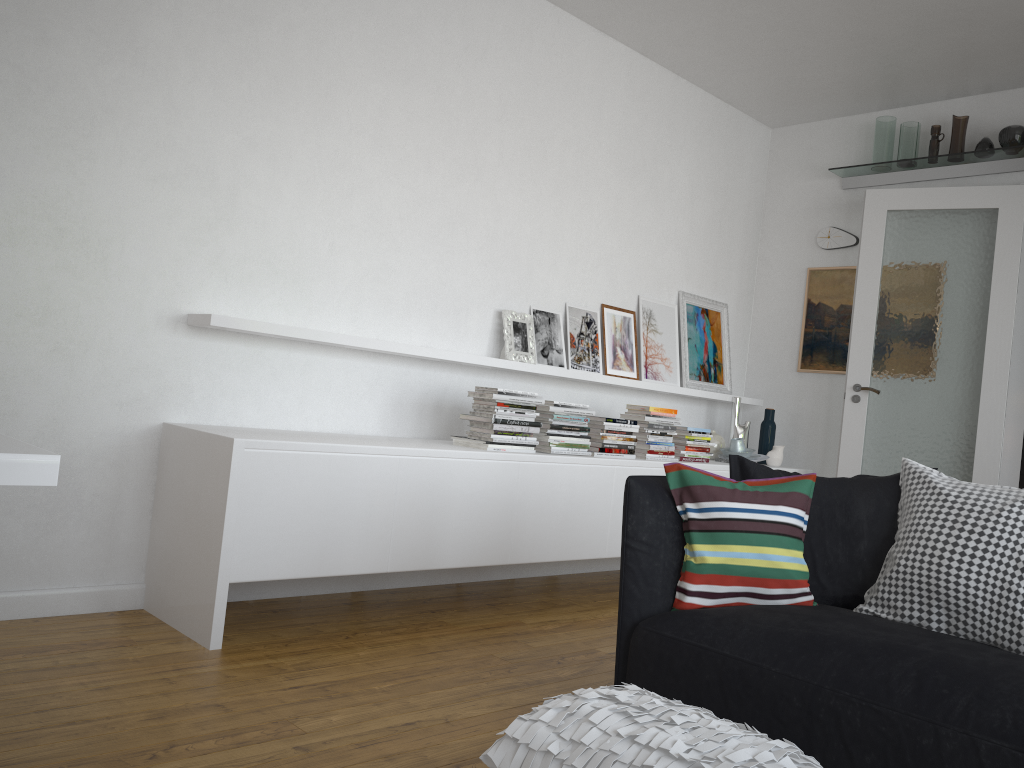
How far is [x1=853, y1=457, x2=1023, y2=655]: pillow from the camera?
2.2 meters

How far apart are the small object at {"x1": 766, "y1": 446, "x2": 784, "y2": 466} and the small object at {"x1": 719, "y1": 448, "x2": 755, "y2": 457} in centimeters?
20cm

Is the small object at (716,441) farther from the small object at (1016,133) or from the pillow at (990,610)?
the pillow at (990,610)

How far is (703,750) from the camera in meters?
1.7

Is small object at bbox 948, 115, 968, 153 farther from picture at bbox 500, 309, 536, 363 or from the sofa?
the sofa

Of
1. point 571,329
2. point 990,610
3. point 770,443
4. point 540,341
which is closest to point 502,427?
point 540,341

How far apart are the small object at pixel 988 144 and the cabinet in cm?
203

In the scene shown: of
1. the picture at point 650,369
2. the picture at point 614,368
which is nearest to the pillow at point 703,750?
the picture at point 614,368

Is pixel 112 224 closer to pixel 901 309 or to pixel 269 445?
pixel 269 445

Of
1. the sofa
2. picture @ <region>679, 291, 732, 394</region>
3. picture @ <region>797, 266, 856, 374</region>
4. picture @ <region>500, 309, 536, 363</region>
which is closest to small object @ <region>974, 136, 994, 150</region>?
picture @ <region>797, 266, 856, 374</region>
